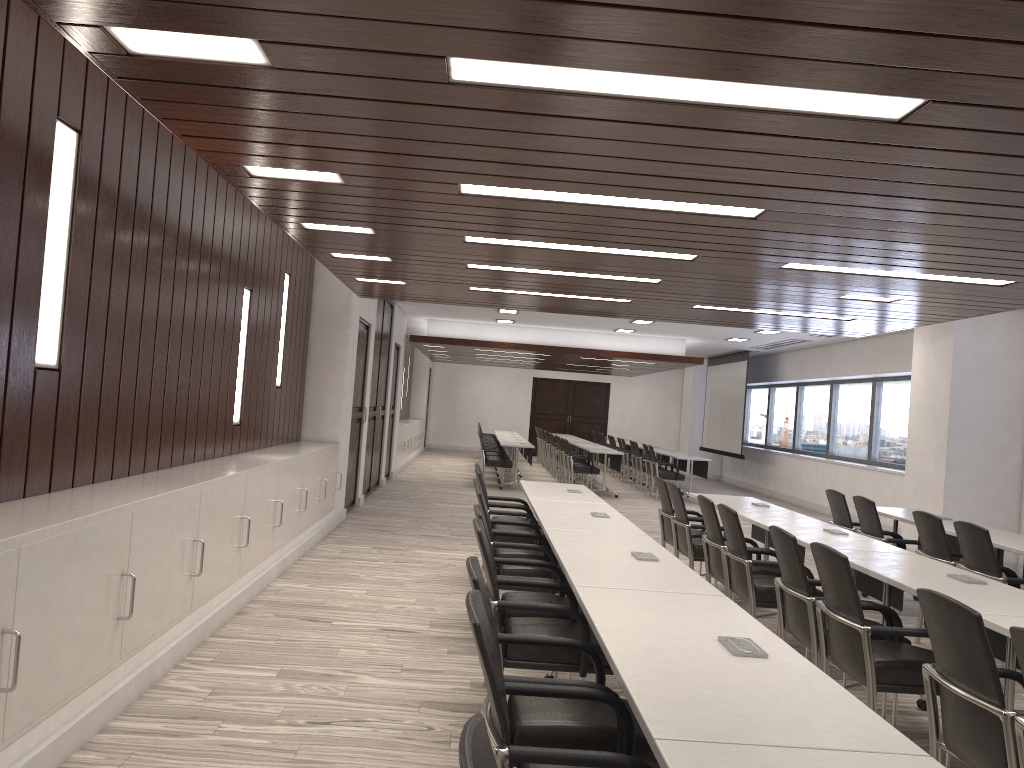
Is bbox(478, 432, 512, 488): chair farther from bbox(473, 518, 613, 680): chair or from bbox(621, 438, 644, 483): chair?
bbox(473, 518, 613, 680): chair

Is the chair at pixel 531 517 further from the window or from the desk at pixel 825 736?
the window

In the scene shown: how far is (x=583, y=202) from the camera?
4.4 meters

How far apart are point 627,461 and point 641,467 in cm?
151

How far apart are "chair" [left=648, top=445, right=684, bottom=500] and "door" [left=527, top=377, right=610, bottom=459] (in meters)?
10.87

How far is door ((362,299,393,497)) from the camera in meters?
12.5

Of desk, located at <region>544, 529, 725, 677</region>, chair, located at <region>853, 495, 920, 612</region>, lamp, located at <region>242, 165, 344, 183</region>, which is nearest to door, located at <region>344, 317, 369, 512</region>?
chair, located at <region>853, 495, 920, 612</region>

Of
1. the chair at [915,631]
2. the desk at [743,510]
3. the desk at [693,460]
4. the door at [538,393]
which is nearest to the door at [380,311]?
the desk at [693,460]

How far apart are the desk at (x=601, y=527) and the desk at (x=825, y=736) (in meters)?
1.66

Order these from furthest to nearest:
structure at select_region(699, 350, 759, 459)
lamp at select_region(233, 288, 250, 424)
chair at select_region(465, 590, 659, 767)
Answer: structure at select_region(699, 350, 759, 459) → lamp at select_region(233, 288, 250, 424) → chair at select_region(465, 590, 659, 767)
